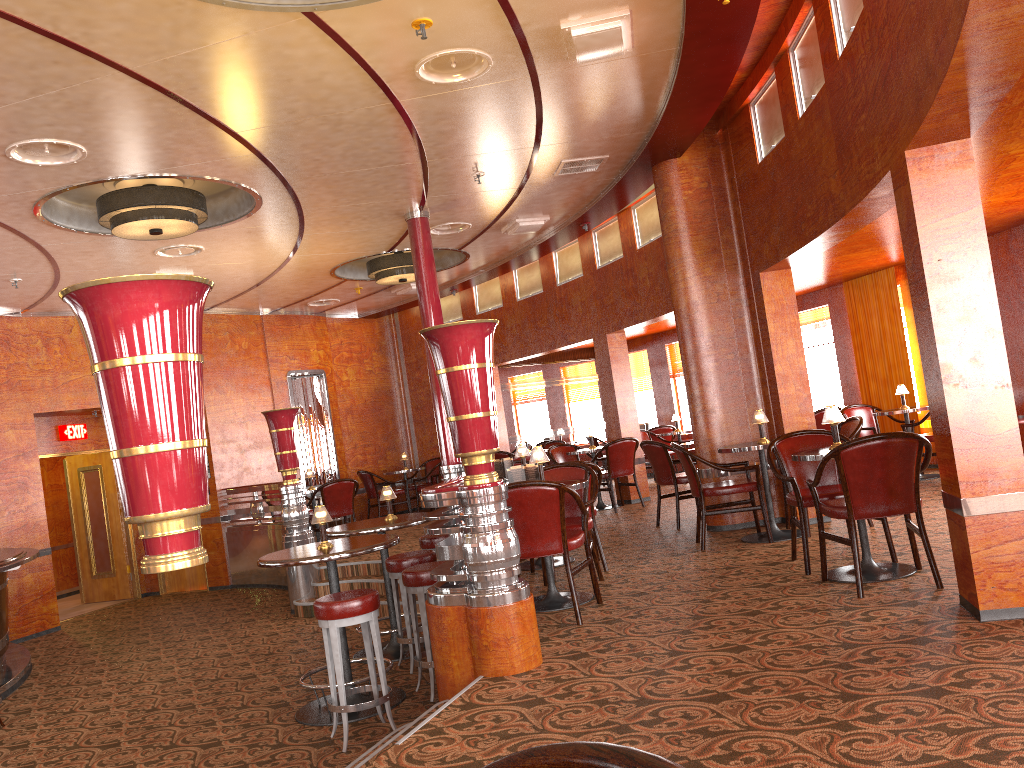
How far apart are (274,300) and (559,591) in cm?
720

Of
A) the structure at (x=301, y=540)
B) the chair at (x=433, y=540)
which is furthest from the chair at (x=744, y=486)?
the structure at (x=301, y=540)

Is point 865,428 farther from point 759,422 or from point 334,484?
point 334,484

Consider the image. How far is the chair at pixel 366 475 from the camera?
12.7m

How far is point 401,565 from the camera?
5.9 meters

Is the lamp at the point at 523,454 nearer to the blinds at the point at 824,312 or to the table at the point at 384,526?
the table at the point at 384,526

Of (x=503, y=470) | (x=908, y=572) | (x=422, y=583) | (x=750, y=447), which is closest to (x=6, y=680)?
(x=422, y=583)

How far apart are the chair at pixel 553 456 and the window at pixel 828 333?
3.3 meters

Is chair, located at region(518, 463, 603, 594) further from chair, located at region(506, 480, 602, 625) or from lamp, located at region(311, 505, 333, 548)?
lamp, located at region(311, 505, 333, 548)

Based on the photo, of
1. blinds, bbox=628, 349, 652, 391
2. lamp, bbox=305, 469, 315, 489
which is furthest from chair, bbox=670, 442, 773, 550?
blinds, bbox=628, 349, 652, 391
